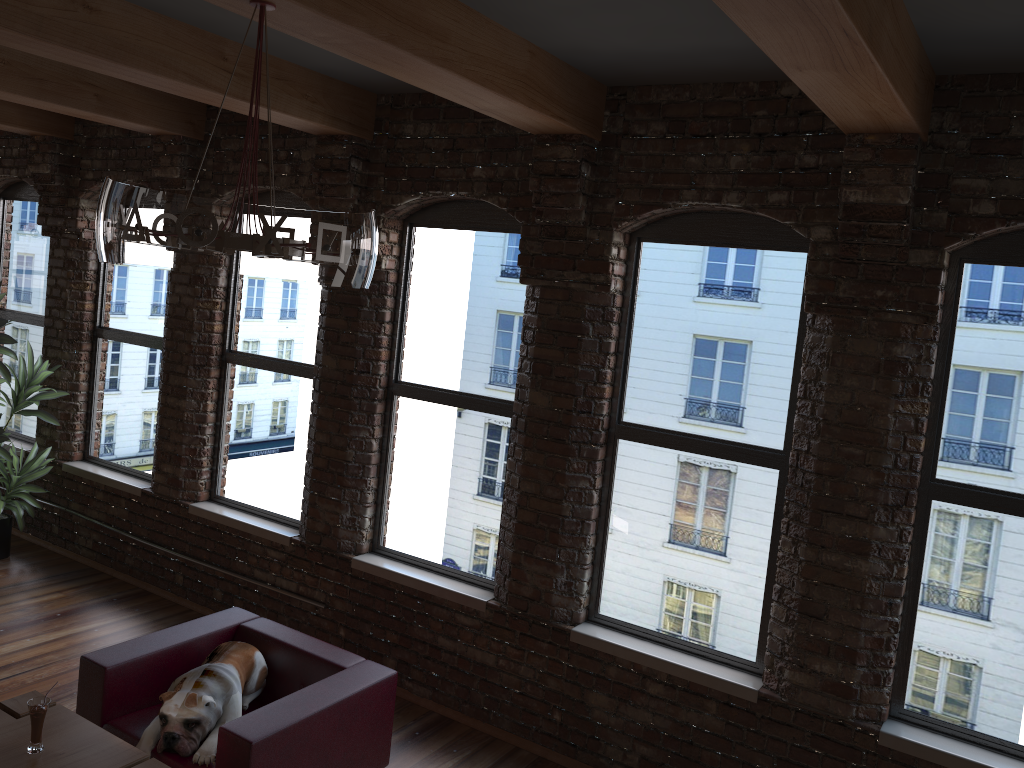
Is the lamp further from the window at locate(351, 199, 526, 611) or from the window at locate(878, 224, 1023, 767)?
the window at locate(878, 224, 1023, 767)

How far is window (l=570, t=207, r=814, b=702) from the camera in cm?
414

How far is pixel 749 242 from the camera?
4.14m

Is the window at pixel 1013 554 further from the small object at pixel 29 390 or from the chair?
the small object at pixel 29 390

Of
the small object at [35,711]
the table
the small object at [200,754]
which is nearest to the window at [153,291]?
the small object at [200,754]

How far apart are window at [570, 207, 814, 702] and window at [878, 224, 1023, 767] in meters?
0.5

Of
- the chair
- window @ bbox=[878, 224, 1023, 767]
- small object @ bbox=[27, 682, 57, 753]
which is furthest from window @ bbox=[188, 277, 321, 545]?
Result: window @ bbox=[878, 224, 1023, 767]

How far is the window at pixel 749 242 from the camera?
4.1 meters

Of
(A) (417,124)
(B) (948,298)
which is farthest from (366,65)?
(B) (948,298)

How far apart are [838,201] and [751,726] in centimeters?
237cm
